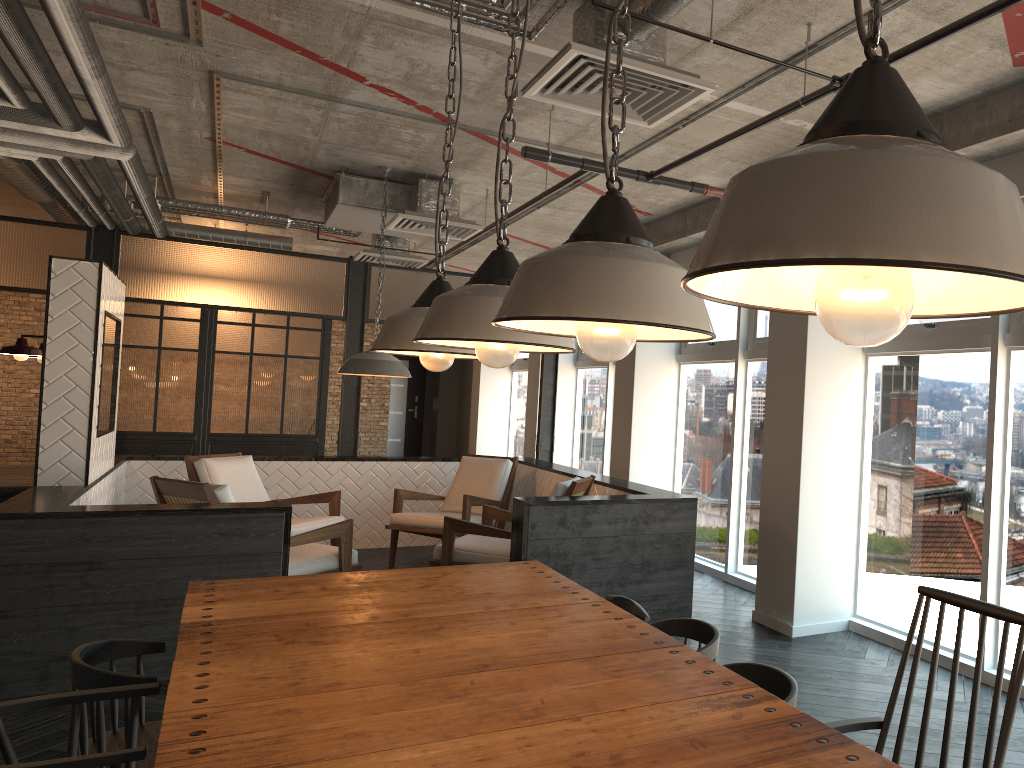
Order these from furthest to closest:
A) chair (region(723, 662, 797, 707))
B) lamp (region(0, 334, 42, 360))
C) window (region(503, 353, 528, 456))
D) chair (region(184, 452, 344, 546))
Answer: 1. window (region(503, 353, 528, 456))
2. chair (region(184, 452, 344, 546))
3. lamp (region(0, 334, 42, 360))
4. chair (region(723, 662, 797, 707))

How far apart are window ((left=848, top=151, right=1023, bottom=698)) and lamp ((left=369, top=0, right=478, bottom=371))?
2.76m

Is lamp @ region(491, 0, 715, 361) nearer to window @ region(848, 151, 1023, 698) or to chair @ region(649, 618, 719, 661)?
chair @ region(649, 618, 719, 661)

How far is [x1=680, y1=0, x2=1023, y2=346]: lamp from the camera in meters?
0.6

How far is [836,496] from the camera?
5.15m

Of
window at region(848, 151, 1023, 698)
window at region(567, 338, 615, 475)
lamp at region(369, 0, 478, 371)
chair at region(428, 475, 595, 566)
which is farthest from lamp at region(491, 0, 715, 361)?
window at region(567, 338, 615, 475)

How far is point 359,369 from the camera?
6.52m

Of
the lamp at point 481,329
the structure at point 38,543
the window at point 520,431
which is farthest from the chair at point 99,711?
the window at point 520,431

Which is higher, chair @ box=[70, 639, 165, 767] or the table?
the table

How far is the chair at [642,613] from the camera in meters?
2.9
